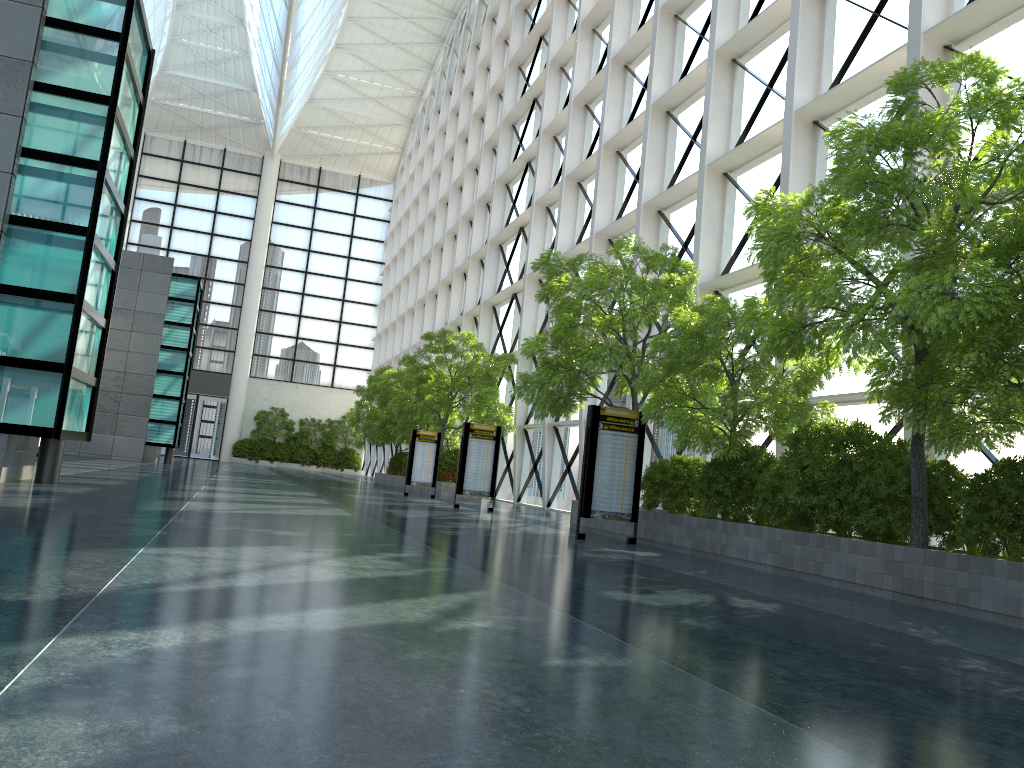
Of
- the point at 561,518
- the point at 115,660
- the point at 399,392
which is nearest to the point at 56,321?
the point at 115,660
